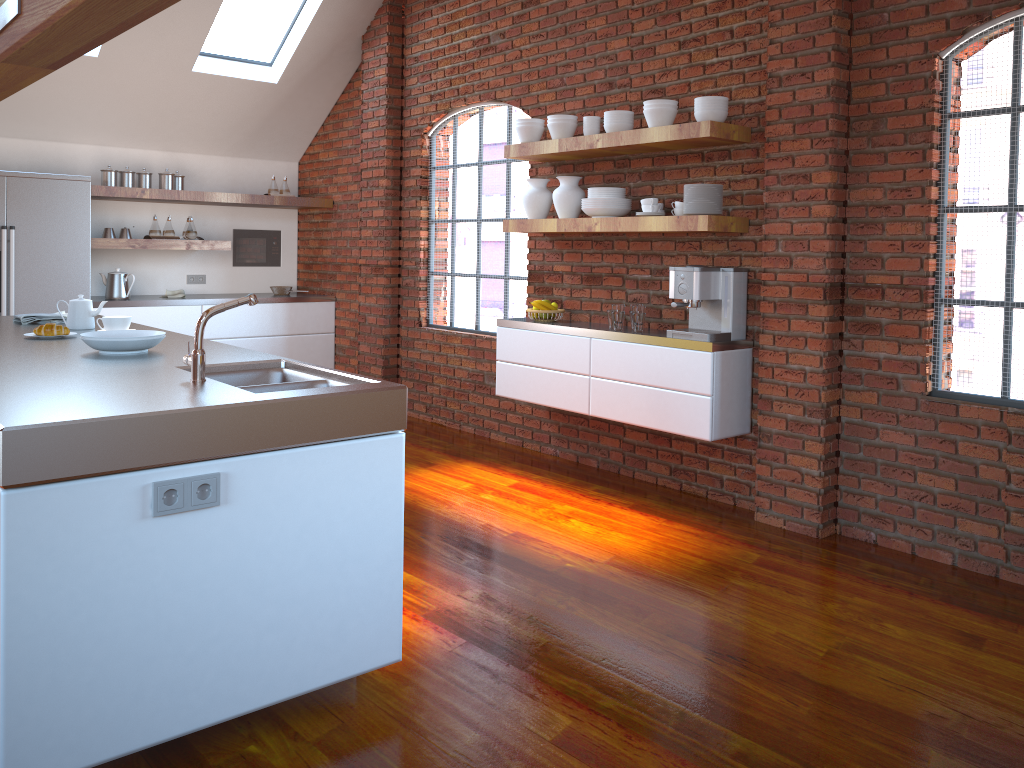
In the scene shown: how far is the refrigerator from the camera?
5.93m

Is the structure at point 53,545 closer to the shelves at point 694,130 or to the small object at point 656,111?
the shelves at point 694,130

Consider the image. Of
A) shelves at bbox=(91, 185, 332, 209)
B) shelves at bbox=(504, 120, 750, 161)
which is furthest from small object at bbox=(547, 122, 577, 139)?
shelves at bbox=(91, 185, 332, 209)

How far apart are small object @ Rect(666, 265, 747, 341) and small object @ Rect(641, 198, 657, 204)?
0.39m

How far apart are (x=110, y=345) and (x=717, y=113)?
2.9 meters

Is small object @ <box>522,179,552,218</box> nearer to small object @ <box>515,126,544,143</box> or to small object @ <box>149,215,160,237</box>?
small object @ <box>515,126,544,143</box>

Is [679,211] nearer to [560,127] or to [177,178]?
[560,127]

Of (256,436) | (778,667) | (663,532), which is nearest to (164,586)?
(256,436)

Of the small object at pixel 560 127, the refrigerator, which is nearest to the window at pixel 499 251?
the small object at pixel 560 127

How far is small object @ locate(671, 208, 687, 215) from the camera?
4.5 meters
